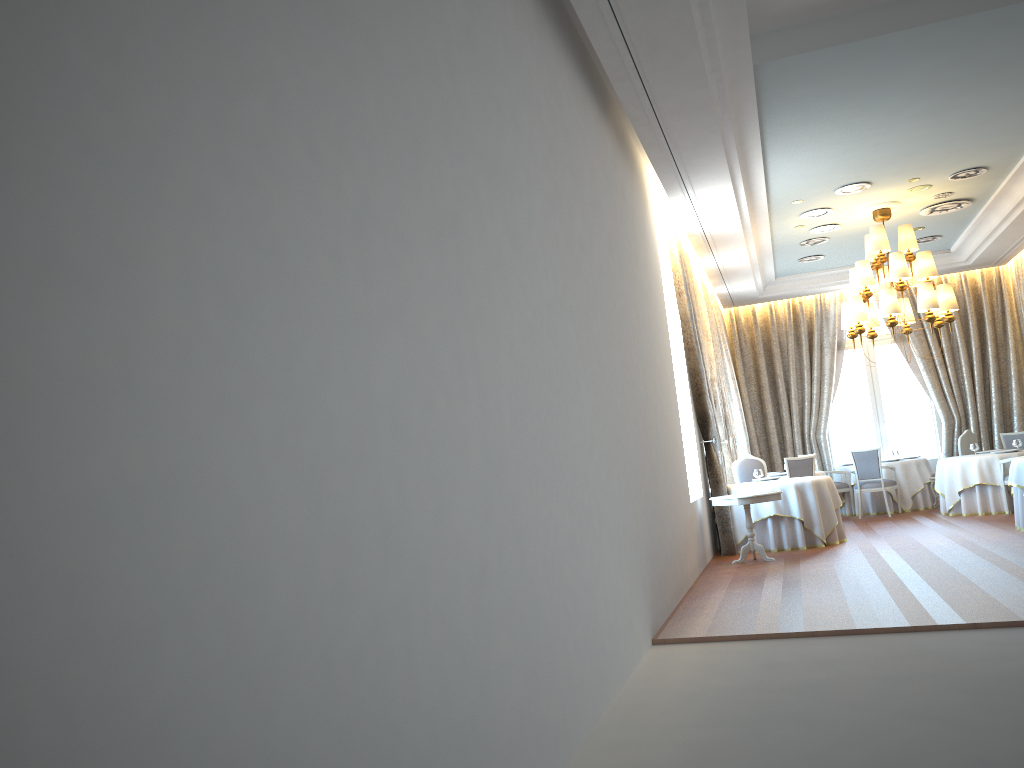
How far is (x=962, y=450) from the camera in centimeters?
1431cm

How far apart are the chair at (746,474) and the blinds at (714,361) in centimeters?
77cm

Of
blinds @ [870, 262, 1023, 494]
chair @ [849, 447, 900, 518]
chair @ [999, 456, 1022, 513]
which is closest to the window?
blinds @ [870, 262, 1023, 494]

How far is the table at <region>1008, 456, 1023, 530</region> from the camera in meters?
10.3 m

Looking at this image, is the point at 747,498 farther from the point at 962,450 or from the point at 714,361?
the point at 962,450

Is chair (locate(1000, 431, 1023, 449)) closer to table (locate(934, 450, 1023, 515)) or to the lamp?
table (locate(934, 450, 1023, 515))

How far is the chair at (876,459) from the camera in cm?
1407

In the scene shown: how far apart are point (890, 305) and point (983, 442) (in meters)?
6.07

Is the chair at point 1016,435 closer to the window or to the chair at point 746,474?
the window

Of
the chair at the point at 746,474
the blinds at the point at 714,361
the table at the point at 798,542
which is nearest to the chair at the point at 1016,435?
the blinds at the point at 714,361
